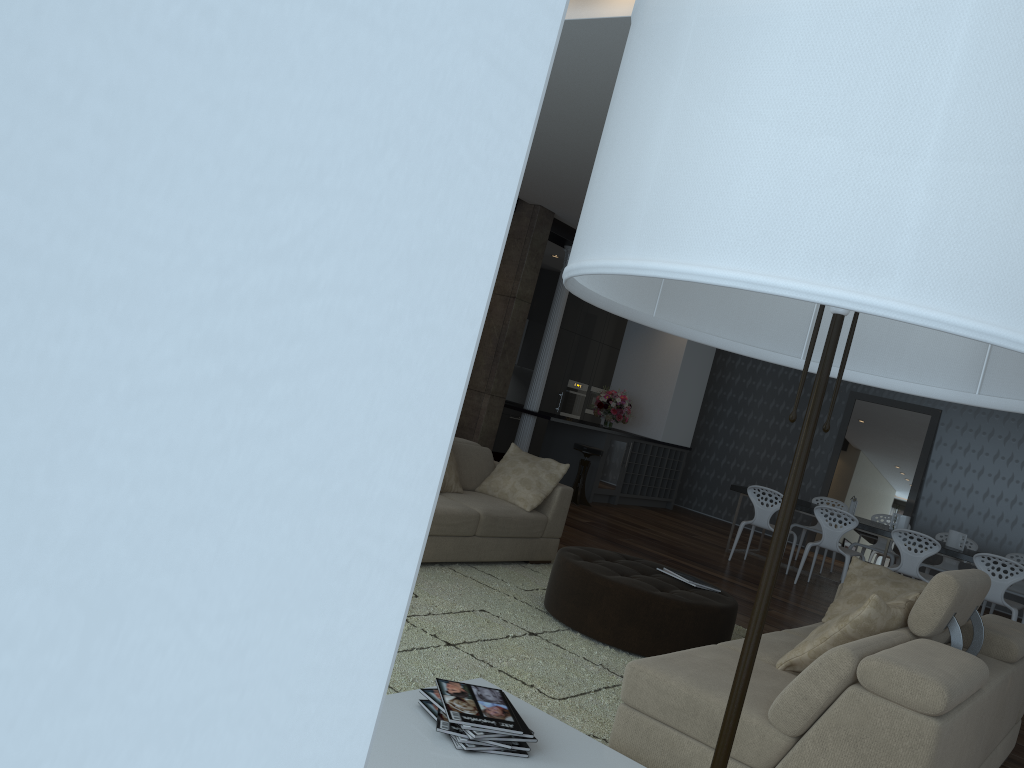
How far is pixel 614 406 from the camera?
11.4m

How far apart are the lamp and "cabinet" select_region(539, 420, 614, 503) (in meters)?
9.57

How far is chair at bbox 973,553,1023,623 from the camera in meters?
7.6 m

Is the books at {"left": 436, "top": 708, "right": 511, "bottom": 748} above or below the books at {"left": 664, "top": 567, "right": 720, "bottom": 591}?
below

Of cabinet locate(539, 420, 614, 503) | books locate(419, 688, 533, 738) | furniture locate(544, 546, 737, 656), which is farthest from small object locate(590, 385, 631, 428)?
books locate(419, 688, 533, 738)

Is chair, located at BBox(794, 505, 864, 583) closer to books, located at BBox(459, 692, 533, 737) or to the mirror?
the mirror

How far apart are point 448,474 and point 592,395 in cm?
904

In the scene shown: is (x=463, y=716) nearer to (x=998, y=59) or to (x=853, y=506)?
(x=998, y=59)

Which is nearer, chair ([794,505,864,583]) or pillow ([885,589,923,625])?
pillow ([885,589,923,625])

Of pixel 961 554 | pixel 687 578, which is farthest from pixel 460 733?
pixel 961 554
